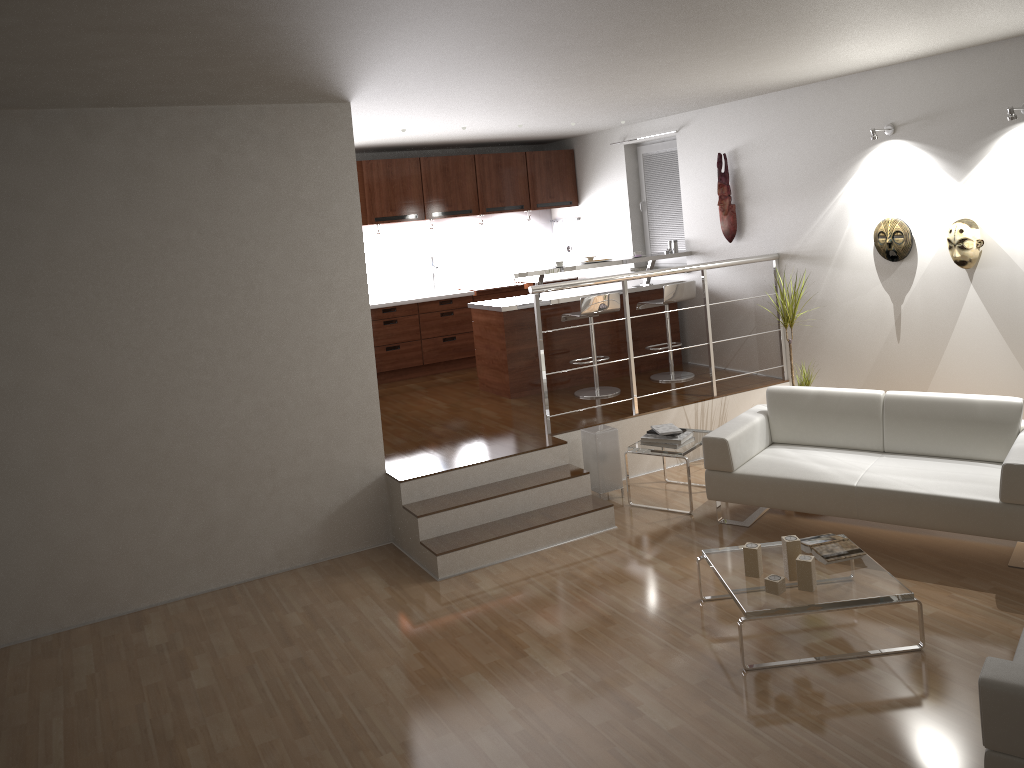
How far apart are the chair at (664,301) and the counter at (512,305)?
0.25m

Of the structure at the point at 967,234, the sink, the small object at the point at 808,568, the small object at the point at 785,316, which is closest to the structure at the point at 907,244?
the structure at the point at 967,234

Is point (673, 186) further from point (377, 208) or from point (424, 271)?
point (377, 208)

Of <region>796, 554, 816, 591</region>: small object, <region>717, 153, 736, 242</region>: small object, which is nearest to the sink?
<region>717, 153, 736, 242</region>: small object

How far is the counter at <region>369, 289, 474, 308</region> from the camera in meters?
8.7 m

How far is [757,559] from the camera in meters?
4.2

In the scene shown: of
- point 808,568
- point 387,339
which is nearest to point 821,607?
point 808,568

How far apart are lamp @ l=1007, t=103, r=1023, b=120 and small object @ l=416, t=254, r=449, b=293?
5.6 meters

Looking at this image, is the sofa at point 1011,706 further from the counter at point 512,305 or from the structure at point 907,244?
the counter at point 512,305

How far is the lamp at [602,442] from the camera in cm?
609
